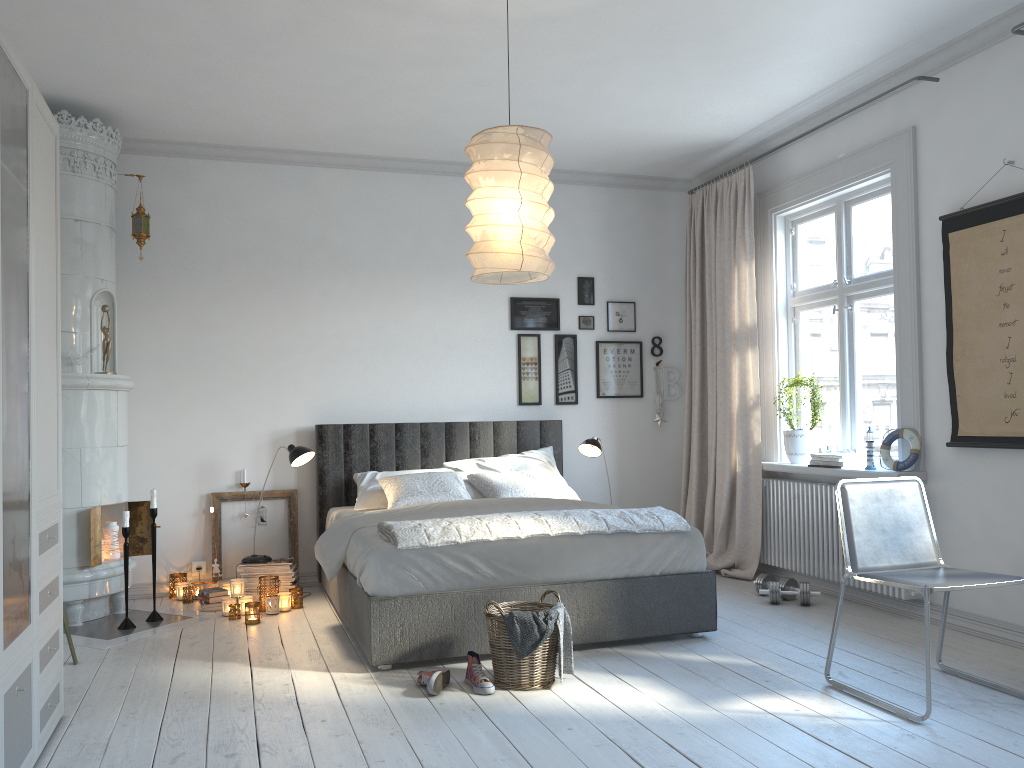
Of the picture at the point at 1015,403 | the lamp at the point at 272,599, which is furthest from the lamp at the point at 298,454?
the picture at the point at 1015,403

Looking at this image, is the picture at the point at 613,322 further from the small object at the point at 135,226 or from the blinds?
the small object at the point at 135,226

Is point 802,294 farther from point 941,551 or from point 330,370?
point 330,370

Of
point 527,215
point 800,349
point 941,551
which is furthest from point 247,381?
point 941,551

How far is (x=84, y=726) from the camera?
3.1 meters

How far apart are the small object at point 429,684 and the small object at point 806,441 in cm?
285

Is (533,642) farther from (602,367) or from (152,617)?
(602,367)

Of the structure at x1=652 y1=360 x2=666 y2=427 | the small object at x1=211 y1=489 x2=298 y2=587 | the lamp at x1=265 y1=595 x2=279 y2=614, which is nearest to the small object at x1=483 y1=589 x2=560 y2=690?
Answer: the lamp at x1=265 y1=595 x2=279 y2=614

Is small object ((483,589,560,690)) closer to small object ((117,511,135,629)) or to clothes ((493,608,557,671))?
clothes ((493,608,557,671))

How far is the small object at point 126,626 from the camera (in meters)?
4.60
